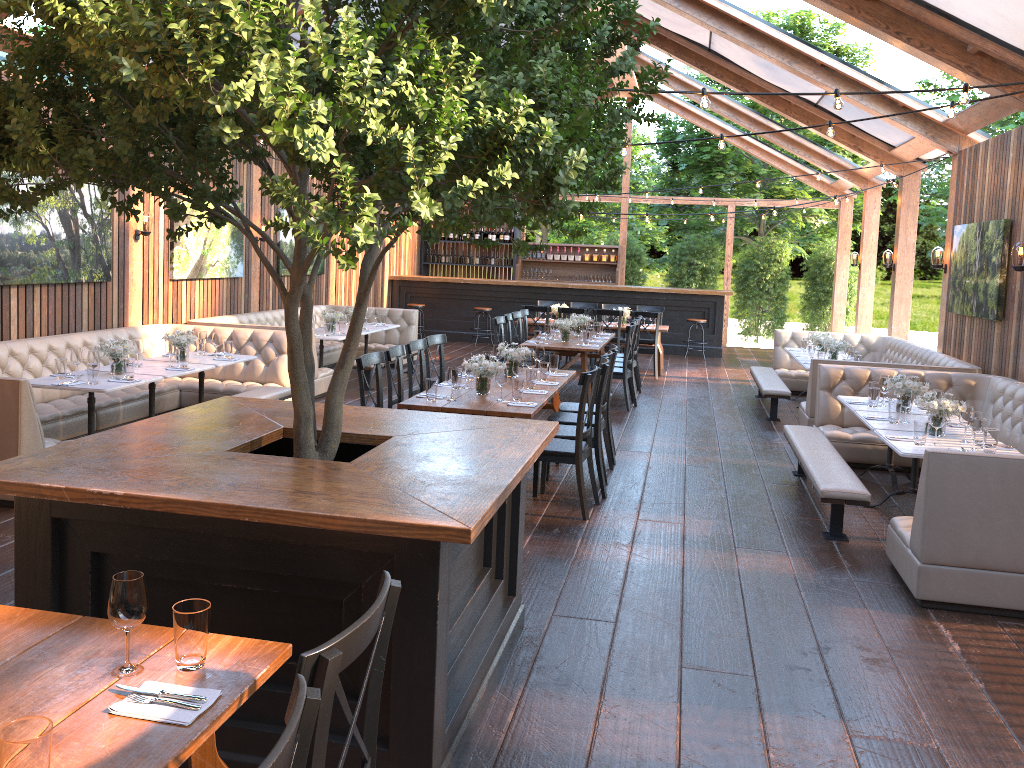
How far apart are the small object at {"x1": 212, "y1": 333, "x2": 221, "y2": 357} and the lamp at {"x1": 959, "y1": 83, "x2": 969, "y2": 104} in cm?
663

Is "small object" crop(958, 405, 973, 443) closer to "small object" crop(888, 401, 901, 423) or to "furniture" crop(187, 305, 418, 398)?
"small object" crop(888, 401, 901, 423)

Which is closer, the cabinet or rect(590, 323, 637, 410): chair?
rect(590, 323, 637, 410): chair

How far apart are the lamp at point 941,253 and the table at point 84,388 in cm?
877

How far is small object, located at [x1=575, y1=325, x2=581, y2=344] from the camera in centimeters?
1082cm

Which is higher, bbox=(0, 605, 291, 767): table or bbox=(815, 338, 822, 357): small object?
bbox=(815, 338, 822, 357): small object

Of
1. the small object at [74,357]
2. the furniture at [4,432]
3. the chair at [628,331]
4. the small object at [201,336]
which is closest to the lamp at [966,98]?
the chair at [628,331]

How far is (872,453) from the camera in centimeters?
799cm

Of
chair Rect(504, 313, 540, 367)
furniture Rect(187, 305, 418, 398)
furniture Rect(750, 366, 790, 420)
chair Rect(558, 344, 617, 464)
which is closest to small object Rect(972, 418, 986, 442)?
chair Rect(558, 344, 617, 464)

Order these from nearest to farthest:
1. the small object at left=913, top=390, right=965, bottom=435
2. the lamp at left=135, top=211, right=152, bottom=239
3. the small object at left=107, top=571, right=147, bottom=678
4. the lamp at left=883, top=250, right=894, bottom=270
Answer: the small object at left=107, top=571, right=147, bottom=678 < the small object at left=913, top=390, right=965, bottom=435 < the lamp at left=135, top=211, right=152, bottom=239 < the lamp at left=883, top=250, right=894, bottom=270
